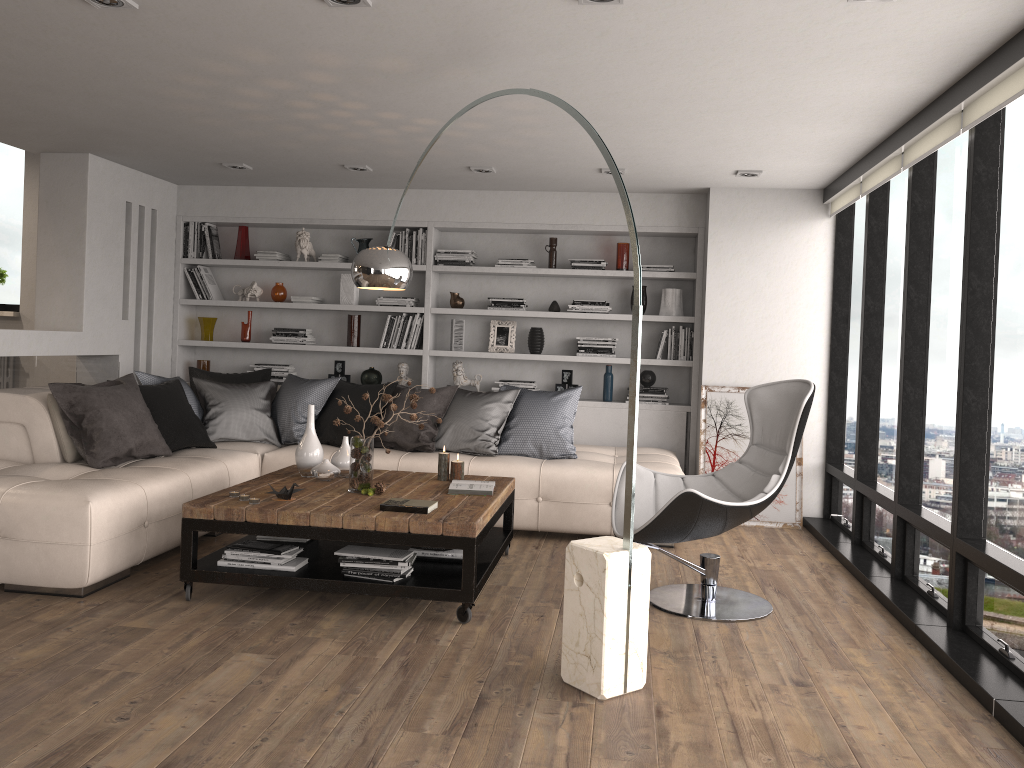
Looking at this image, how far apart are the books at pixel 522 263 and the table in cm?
244

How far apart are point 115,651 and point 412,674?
1.16m

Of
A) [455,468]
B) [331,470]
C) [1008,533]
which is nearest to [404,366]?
[455,468]

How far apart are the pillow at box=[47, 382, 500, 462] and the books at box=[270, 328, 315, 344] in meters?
2.4 m

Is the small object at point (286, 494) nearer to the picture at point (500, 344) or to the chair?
the chair

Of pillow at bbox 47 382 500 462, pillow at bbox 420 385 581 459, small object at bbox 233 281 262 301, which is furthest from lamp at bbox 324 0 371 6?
small object at bbox 233 281 262 301

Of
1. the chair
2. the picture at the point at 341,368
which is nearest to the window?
the chair

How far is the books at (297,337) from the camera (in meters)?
7.25

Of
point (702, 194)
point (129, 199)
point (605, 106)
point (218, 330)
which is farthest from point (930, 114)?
point (218, 330)

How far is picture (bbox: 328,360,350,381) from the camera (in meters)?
7.31
